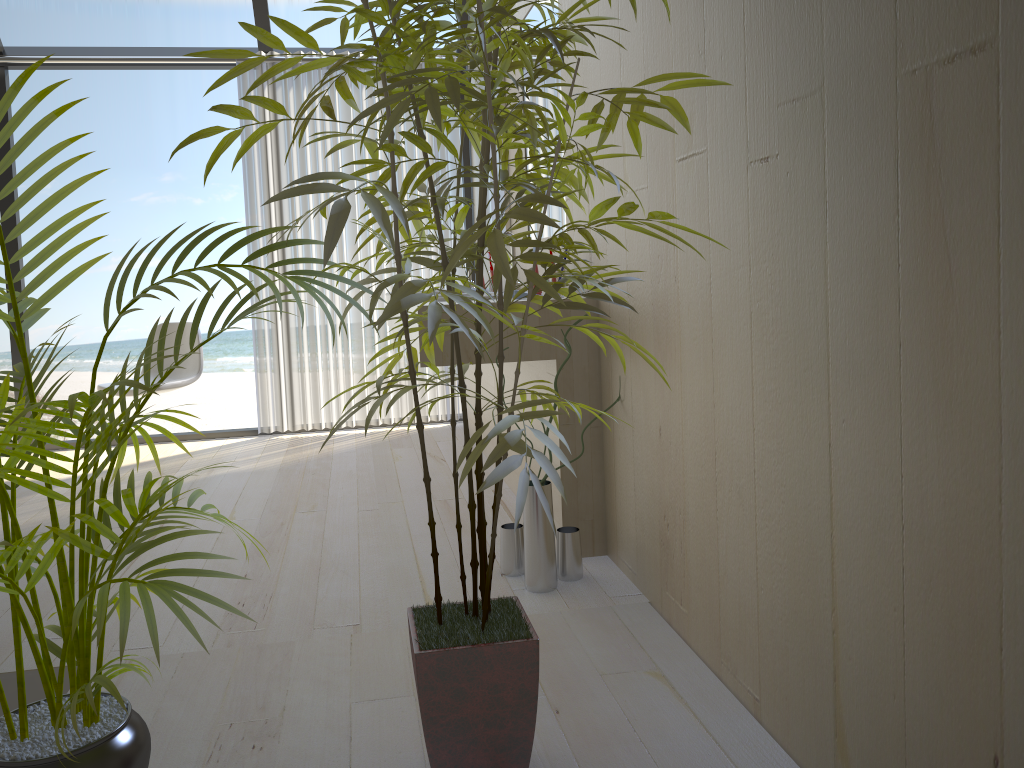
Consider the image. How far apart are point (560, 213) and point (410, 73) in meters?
1.9 m

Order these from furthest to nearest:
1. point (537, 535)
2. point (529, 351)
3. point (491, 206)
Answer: point (491, 206), point (529, 351), point (537, 535)

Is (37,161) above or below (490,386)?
above

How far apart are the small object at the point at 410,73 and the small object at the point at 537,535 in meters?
0.7 m

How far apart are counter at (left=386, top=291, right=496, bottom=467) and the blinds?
0.4 meters

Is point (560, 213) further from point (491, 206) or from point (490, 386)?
point (491, 206)

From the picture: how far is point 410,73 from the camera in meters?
1.1

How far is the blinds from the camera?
4.8 meters

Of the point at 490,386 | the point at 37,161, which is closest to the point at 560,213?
the point at 490,386

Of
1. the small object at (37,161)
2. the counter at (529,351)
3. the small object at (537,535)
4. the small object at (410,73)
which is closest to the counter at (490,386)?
the counter at (529,351)
